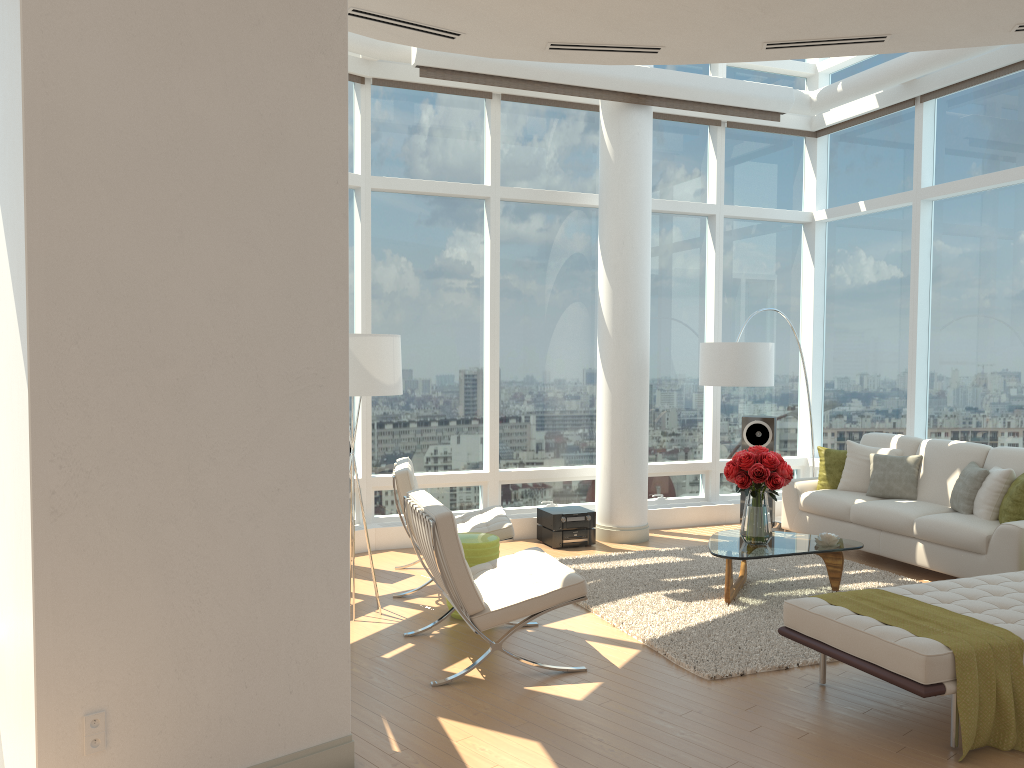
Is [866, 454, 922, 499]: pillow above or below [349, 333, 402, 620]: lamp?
below

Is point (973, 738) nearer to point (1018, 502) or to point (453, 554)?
point (453, 554)

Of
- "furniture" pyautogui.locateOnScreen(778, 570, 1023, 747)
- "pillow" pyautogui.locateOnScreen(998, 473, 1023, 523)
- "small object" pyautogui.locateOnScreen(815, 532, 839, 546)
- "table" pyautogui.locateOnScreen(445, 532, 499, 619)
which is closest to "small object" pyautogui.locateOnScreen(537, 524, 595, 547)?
"table" pyautogui.locateOnScreen(445, 532, 499, 619)

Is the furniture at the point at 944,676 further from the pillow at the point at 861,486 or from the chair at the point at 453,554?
the pillow at the point at 861,486

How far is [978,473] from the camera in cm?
698

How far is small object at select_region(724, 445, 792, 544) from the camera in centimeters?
628cm

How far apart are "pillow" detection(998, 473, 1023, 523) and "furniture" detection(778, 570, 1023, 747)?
1.51m

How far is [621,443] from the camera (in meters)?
8.33

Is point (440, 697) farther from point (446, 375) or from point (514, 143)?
point (514, 143)

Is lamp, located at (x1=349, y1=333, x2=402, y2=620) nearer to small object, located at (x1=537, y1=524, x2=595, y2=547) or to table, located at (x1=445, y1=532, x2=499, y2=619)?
table, located at (x1=445, y1=532, x2=499, y2=619)
